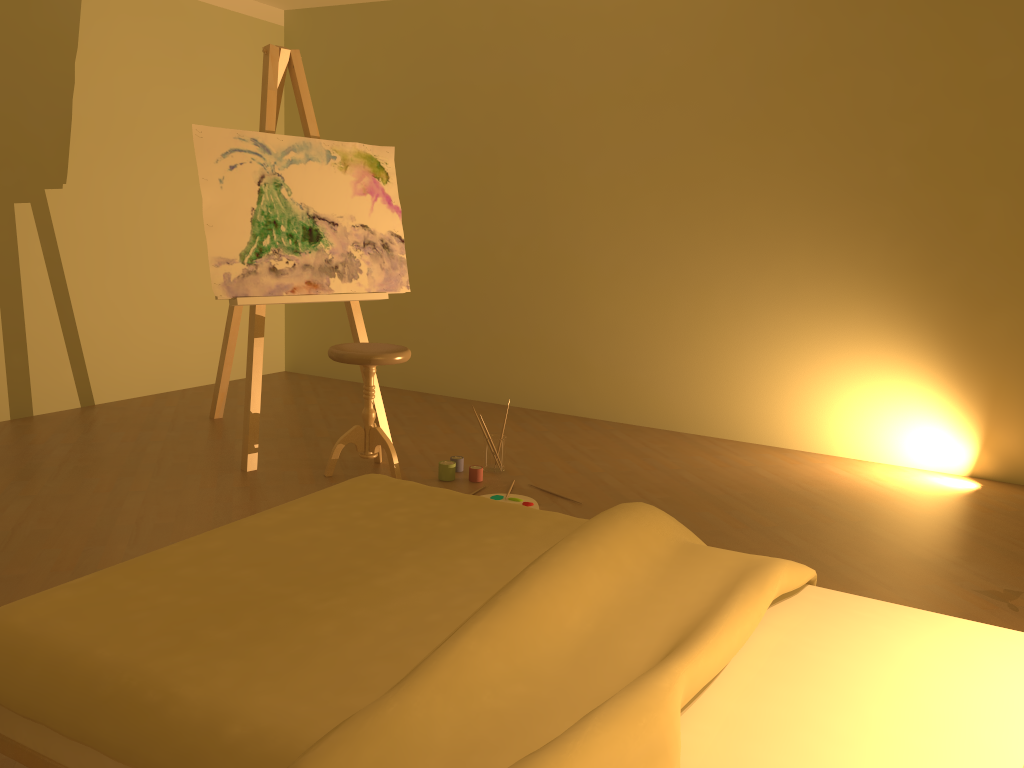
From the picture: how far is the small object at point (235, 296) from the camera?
3.7 meters

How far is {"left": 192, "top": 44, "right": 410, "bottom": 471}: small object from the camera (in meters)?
3.72

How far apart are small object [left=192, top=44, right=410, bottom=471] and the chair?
0.32m

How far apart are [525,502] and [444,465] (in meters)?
0.45

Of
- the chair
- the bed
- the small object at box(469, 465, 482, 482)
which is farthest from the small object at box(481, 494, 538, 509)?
the bed

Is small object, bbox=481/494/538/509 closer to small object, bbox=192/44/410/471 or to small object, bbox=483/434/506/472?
small object, bbox=483/434/506/472

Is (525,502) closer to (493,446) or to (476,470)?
(476,470)

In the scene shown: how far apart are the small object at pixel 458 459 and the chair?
0.3 meters

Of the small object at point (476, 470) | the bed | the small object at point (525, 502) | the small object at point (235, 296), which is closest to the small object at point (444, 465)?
the small object at point (476, 470)

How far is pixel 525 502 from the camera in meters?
3.5 m
